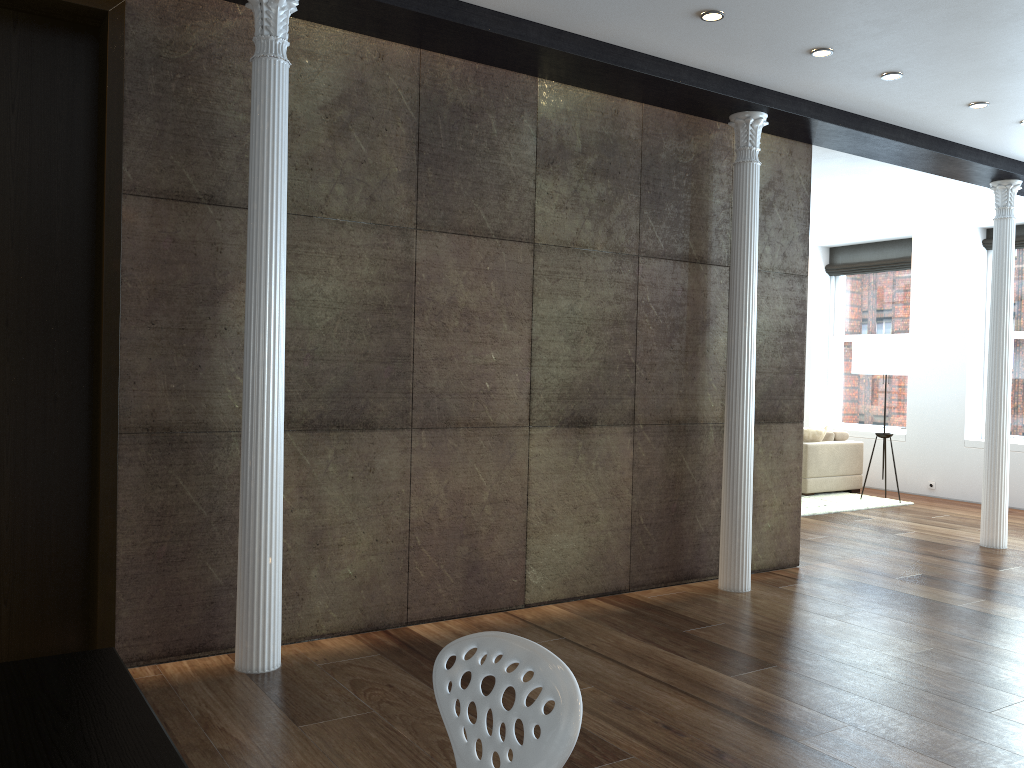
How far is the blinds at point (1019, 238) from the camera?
9.40m

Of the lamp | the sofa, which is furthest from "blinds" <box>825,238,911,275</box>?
the sofa

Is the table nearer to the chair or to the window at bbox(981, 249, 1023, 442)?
the chair

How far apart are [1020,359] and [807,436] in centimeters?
236cm

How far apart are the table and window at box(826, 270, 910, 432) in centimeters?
1039cm

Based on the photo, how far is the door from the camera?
3.68m

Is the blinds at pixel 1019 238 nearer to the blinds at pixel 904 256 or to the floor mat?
the blinds at pixel 904 256

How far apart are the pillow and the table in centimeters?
894cm

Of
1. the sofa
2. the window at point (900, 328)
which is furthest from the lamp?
the window at point (900, 328)

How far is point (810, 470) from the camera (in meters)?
9.66
